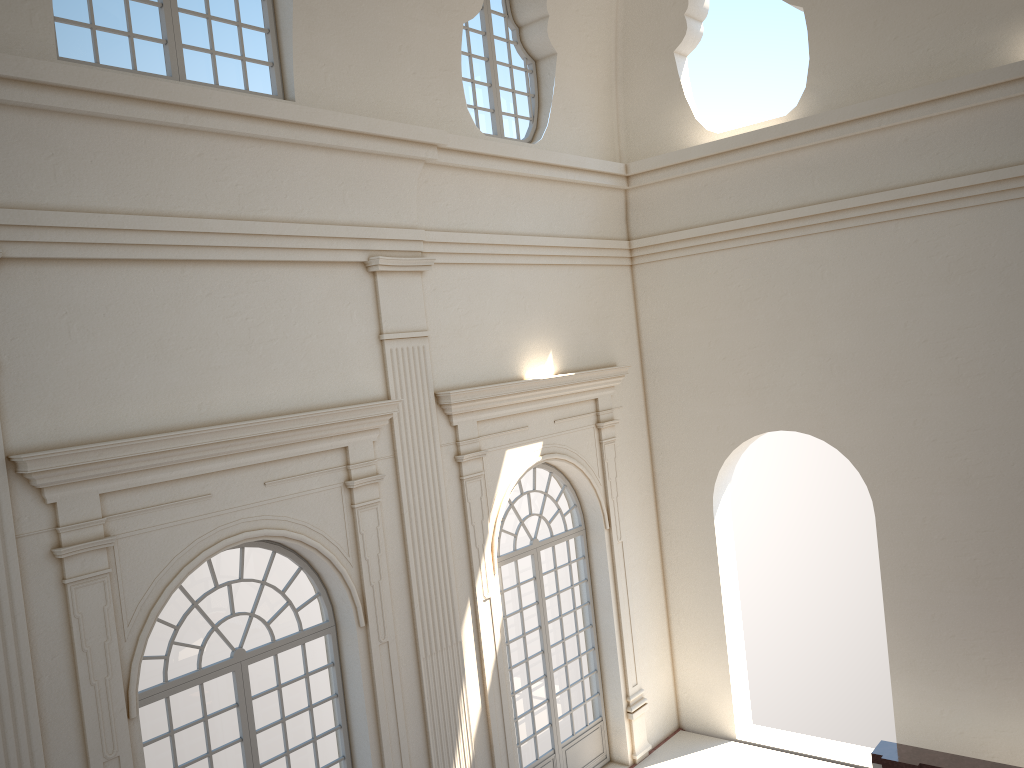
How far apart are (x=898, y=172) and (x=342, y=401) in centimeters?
688cm
